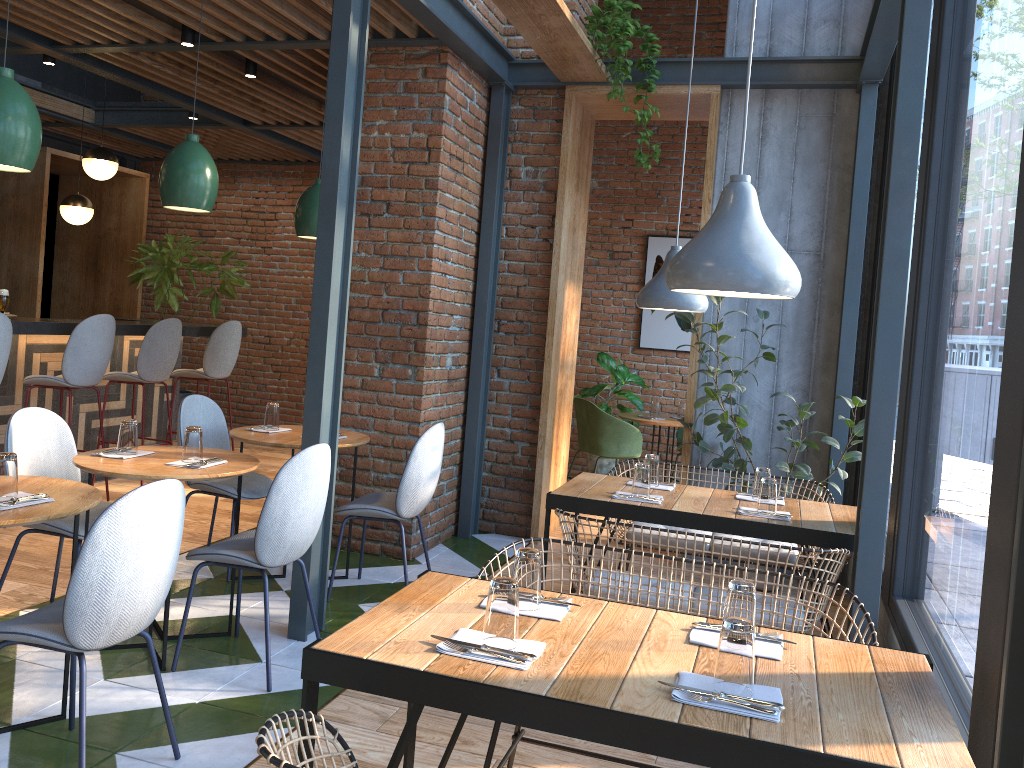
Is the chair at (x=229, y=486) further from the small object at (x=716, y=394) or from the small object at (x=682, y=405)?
the small object at (x=682, y=405)

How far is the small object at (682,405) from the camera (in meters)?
7.57

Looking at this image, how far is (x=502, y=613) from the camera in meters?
1.9

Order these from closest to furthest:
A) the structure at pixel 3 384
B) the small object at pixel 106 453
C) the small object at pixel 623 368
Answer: the small object at pixel 106 453, the structure at pixel 3 384, the small object at pixel 623 368

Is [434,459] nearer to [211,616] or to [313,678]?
[211,616]

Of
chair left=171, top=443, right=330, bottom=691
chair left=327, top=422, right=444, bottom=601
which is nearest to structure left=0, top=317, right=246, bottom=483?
chair left=327, top=422, right=444, bottom=601

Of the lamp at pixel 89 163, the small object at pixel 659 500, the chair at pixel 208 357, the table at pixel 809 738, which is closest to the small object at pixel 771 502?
the small object at pixel 659 500

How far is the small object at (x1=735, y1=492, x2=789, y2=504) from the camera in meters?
3.9 m

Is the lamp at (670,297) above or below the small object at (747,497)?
above

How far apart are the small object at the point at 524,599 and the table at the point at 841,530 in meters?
1.5 m
